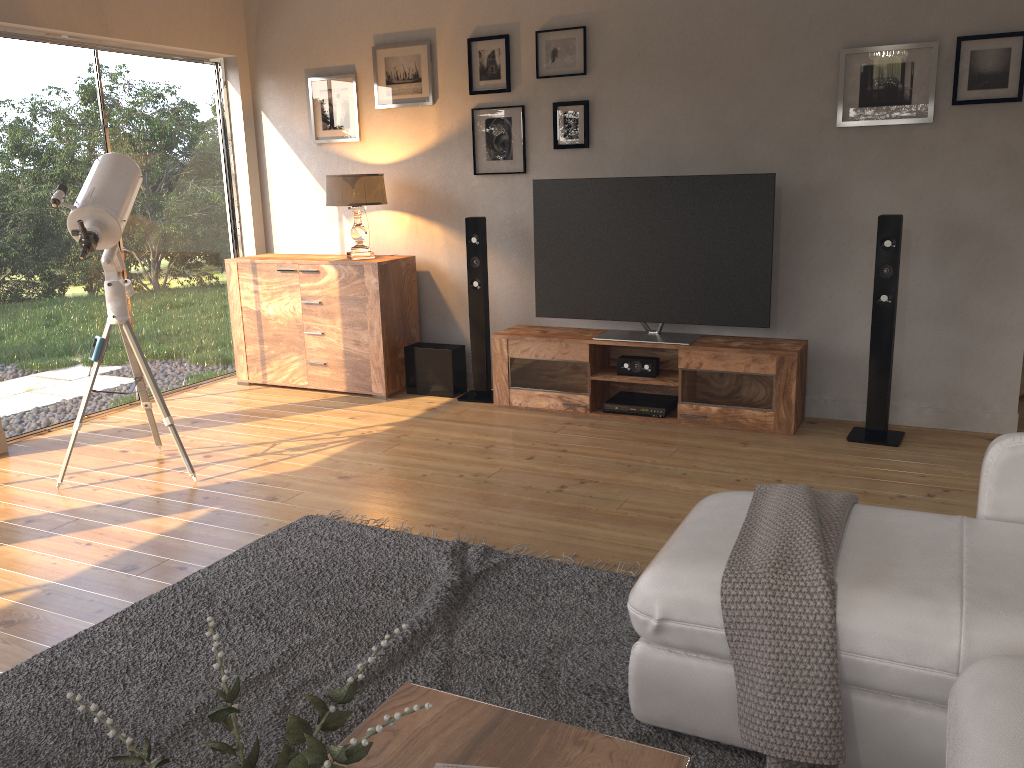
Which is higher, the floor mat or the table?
the table

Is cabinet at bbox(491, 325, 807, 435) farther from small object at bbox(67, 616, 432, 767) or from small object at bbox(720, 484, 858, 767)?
small object at bbox(67, 616, 432, 767)

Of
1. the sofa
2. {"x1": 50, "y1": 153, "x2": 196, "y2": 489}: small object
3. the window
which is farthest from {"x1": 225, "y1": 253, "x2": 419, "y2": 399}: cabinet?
the sofa

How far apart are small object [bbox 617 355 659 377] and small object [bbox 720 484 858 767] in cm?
238

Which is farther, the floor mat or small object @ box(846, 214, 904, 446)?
small object @ box(846, 214, 904, 446)

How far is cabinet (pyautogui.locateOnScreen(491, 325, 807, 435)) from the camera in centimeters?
446cm

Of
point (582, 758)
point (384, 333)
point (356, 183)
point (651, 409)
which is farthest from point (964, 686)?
point (356, 183)

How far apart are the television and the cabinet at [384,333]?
0.9m

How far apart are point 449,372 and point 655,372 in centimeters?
130cm

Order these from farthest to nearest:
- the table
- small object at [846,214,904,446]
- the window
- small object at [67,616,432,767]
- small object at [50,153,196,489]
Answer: the window < small object at [846,214,904,446] < small object at [50,153,196,489] < the table < small object at [67,616,432,767]
